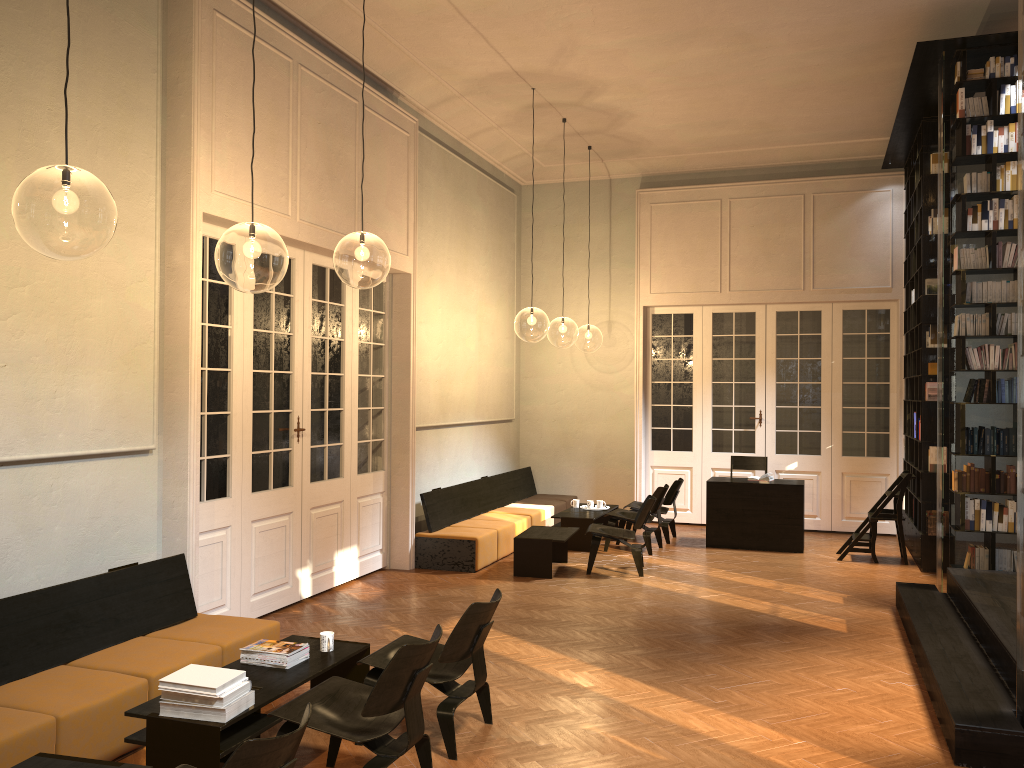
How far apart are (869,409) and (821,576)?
3.7m

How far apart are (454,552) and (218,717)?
5.49m

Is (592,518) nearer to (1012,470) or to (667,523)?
(667,523)

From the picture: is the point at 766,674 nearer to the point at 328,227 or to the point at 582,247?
the point at 328,227

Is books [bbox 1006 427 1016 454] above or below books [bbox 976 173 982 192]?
below

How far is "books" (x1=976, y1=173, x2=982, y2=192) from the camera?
7.73m

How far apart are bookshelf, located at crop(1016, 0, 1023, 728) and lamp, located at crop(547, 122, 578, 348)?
18.85m

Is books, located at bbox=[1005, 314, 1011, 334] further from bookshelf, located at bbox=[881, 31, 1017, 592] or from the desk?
the desk

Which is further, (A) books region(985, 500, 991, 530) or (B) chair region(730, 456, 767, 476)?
(B) chair region(730, 456, 767, 476)

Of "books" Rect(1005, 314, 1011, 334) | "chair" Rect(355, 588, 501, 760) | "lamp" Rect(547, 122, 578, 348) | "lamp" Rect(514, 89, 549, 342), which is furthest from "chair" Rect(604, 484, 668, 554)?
"lamp" Rect(547, 122, 578, 348)
